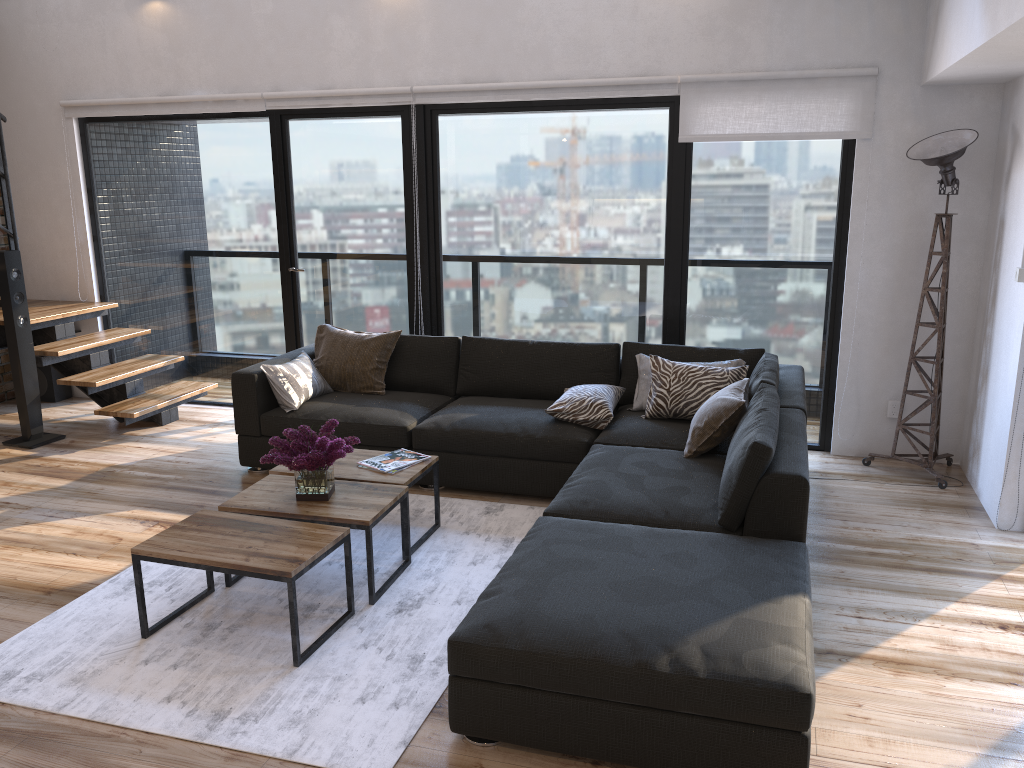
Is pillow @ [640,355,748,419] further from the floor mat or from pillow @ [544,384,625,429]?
the floor mat

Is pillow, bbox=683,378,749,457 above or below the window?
below

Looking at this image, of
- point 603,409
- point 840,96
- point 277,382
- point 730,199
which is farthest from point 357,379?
point 840,96

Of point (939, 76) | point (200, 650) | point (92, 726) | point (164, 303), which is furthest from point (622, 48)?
point (92, 726)

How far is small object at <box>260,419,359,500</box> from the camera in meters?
3.5

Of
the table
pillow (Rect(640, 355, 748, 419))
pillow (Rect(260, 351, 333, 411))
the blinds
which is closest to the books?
the table

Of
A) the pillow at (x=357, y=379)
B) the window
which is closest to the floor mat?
the pillow at (x=357, y=379)

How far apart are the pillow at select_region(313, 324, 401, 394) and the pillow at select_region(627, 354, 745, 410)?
1.5m

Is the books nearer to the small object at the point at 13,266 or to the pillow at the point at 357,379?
the pillow at the point at 357,379

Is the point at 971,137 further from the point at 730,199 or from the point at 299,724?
the point at 299,724
